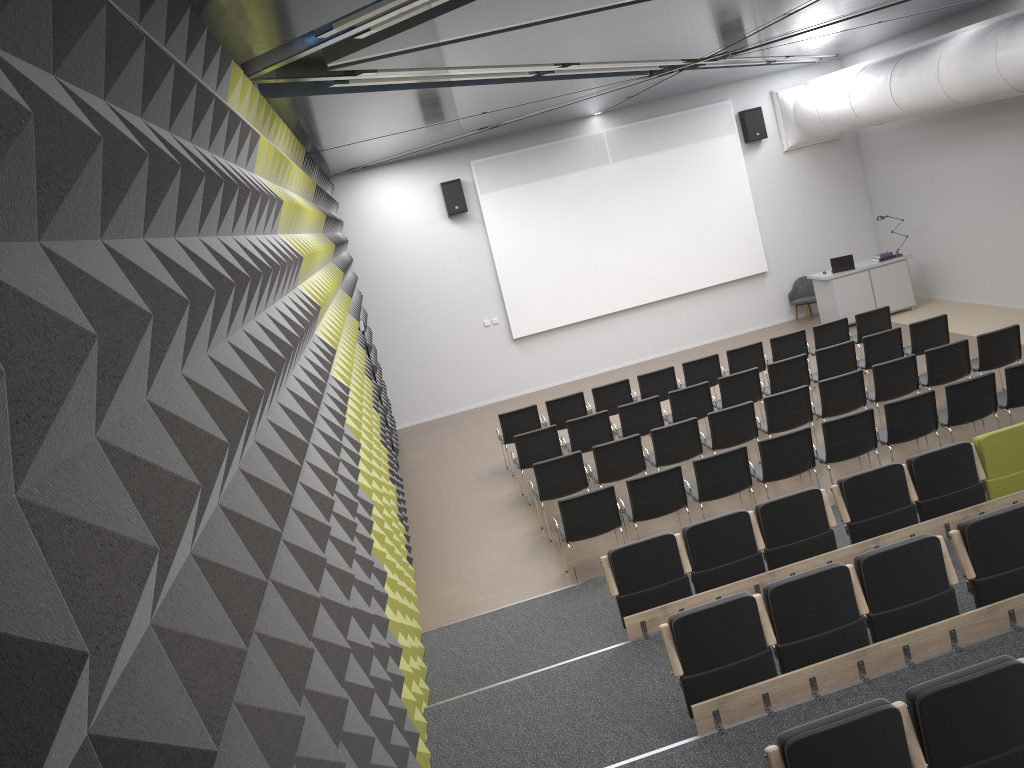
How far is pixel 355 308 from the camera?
12.5 meters

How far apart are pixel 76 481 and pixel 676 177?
16.28m

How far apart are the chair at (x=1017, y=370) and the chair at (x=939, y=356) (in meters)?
0.82

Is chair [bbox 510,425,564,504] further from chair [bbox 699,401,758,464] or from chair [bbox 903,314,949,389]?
chair [bbox 903,314,949,389]

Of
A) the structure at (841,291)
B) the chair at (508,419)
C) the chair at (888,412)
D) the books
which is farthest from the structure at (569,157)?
the chair at (888,412)

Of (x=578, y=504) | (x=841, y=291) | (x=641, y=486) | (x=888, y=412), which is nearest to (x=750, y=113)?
(x=841, y=291)

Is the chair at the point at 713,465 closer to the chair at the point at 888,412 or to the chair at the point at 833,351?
the chair at the point at 888,412

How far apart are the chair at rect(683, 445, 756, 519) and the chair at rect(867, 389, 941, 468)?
1.5 meters

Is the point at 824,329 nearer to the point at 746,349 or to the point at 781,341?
the point at 781,341

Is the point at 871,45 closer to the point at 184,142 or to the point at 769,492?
the point at 769,492
